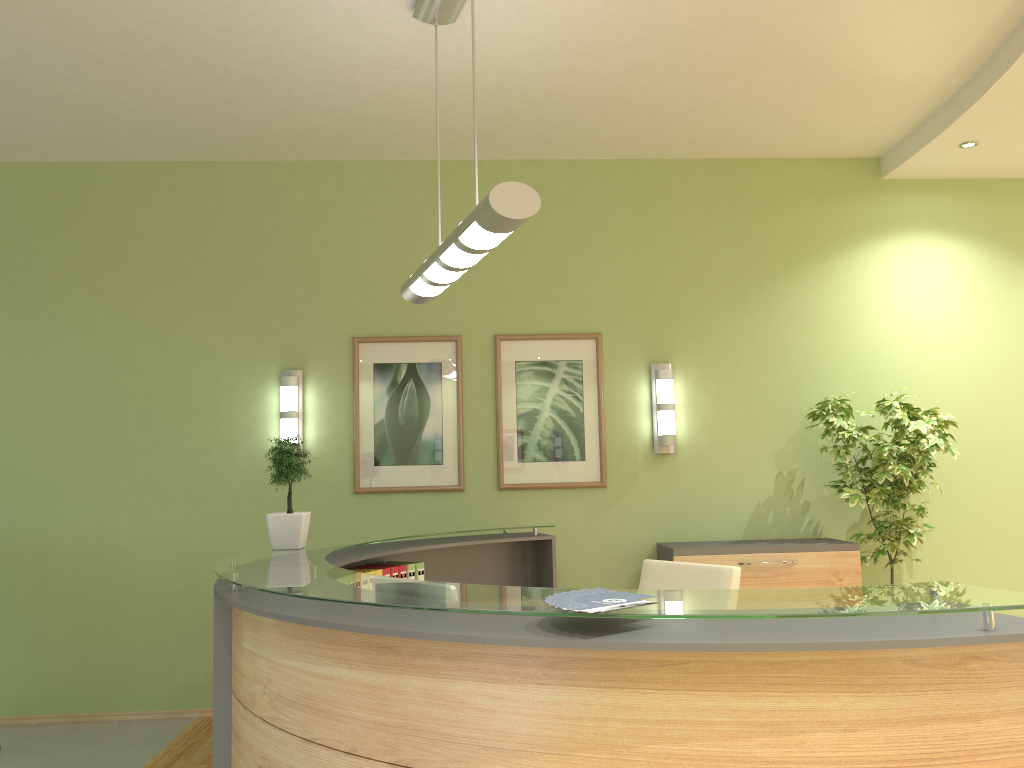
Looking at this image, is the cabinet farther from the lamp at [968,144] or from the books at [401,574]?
the lamp at [968,144]

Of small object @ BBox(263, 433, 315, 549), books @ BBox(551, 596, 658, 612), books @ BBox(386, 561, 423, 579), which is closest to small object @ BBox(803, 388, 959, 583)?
books @ BBox(386, 561, 423, 579)

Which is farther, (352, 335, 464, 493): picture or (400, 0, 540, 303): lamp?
Answer: (352, 335, 464, 493): picture

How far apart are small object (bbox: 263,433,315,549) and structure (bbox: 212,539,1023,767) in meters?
0.7 m

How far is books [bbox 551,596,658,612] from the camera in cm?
202

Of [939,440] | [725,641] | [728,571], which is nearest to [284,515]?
[728,571]

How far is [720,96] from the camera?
4.94m

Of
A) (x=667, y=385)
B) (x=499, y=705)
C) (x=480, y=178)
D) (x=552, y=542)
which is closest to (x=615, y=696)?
(x=499, y=705)

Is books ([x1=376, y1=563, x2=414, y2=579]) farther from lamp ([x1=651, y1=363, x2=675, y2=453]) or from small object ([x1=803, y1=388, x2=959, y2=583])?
small object ([x1=803, y1=388, x2=959, y2=583])

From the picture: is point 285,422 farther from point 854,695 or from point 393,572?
point 854,695
